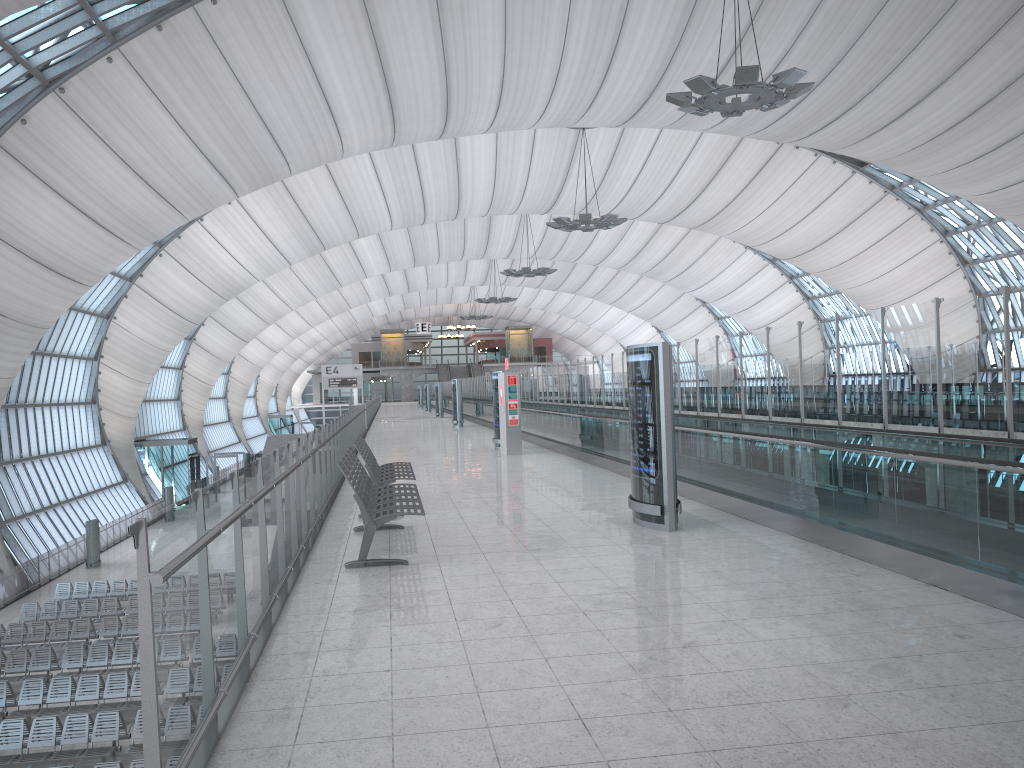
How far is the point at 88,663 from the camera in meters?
20.3

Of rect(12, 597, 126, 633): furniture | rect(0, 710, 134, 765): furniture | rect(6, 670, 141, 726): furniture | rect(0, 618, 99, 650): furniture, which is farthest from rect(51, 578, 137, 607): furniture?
rect(0, 710, 134, 765): furniture

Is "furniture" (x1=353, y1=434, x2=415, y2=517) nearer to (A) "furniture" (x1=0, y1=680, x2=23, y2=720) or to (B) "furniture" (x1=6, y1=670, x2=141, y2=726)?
(B) "furniture" (x1=6, y1=670, x2=141, y2=726)

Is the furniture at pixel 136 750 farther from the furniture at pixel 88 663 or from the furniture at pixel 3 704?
the furniture at pixel 88 663

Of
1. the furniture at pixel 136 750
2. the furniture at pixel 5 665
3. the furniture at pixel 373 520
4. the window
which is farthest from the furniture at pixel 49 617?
the furniture at pixel 373 520

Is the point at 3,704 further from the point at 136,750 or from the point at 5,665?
the point at 136,750

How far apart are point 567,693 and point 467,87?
28.4m

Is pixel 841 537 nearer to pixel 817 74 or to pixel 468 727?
pixel 468 727

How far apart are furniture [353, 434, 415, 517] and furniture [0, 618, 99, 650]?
14.8 meters

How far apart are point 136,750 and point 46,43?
17.7 meters
